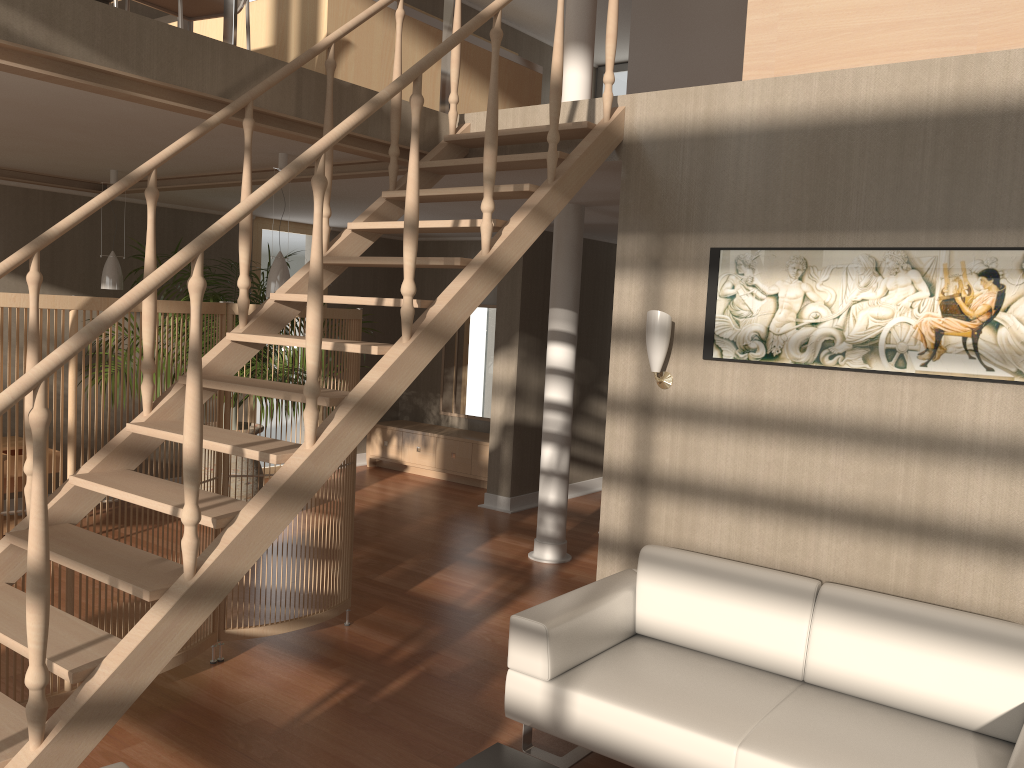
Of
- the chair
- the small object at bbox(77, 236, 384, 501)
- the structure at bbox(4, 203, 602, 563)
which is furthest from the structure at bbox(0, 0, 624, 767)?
the small object at bbox(77, 236, 384, 501)

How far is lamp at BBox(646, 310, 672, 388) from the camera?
3.9m

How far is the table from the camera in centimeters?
269cm

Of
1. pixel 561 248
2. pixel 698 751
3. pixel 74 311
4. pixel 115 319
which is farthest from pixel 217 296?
pixel 698 751

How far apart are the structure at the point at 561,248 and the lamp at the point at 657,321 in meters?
1.9 m

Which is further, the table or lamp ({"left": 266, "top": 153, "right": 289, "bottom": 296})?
lamp ({"left": 266, "top": 153, "right": 289, "bottom": 296})

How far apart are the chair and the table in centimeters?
356cm

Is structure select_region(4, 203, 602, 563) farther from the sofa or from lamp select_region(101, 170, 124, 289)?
lamp select_region(101, 170, 124, 289)

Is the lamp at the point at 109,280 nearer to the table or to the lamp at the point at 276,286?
the lamp at the point at 276,286

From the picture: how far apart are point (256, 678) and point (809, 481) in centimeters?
253cm
